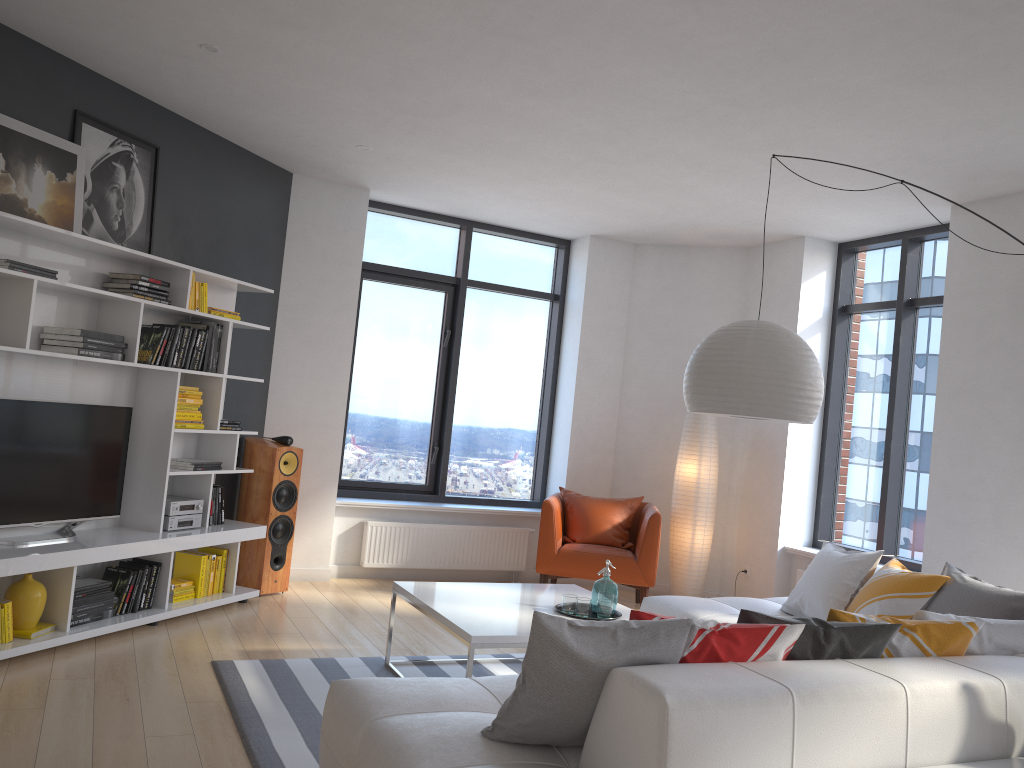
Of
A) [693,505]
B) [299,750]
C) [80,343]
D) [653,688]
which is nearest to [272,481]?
[80,343]

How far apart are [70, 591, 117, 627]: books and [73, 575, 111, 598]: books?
0.04m

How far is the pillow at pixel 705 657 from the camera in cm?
260

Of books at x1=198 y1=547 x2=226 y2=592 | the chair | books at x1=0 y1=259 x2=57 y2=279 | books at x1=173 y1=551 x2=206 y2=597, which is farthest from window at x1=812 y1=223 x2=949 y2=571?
books at x1=0 y1=259 x2=57 y2=279

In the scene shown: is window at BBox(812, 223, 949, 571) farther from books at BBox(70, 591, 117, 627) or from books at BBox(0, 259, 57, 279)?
books at BBox(0, 259, 57, 279)

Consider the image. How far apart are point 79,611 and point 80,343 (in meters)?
1.37

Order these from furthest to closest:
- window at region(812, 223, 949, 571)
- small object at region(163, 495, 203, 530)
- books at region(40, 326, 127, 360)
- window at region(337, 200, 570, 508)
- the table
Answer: window at region(337, 200, 570, 508)
window at region(812, 223, 949, 571)
small object at region(163, 495, 203, 530)
books at region(40, 326, 127, 360)
the table

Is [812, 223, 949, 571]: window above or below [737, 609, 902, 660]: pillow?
above

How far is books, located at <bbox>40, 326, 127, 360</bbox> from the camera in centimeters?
451cm

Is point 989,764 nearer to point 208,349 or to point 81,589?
point 81,589
